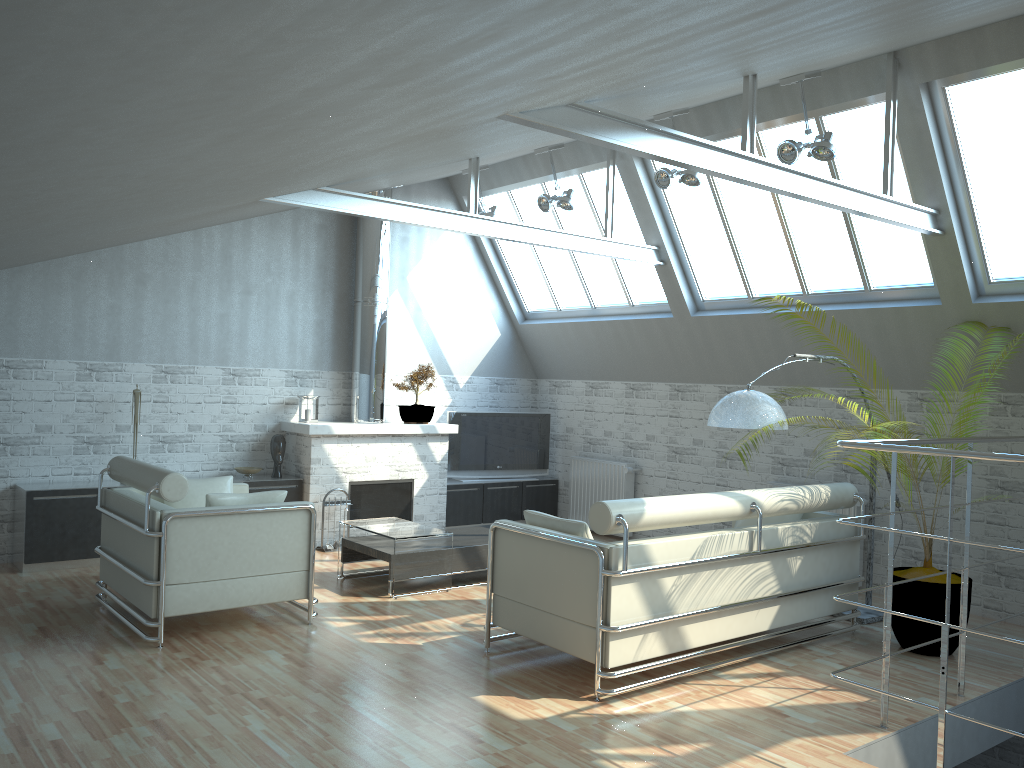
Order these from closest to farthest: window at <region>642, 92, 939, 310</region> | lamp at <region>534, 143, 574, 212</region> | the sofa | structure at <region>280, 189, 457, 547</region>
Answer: the sofa
window at <region>642, 92, 939, 310</region>
lamp at <region>534, 143, 574, 212</region>
structure at <region>280, 189, 457, 547</region>

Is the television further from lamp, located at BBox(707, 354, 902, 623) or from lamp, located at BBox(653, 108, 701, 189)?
lamp, located at BBox(707, 354, 902, 623)

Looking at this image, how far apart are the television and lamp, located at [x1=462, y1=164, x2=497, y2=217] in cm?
446

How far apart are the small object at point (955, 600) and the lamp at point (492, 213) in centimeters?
852cm

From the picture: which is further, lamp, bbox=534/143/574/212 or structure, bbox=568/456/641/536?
structure, bbox=568/456/641/536

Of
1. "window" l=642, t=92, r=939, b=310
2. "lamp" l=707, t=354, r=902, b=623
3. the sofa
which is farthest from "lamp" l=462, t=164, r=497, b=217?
the sofa

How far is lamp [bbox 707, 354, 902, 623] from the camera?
11.02m

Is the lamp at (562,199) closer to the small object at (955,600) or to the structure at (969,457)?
the small object at (955,600)

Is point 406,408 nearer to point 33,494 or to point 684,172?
point 33,494

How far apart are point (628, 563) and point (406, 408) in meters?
9.3 m
